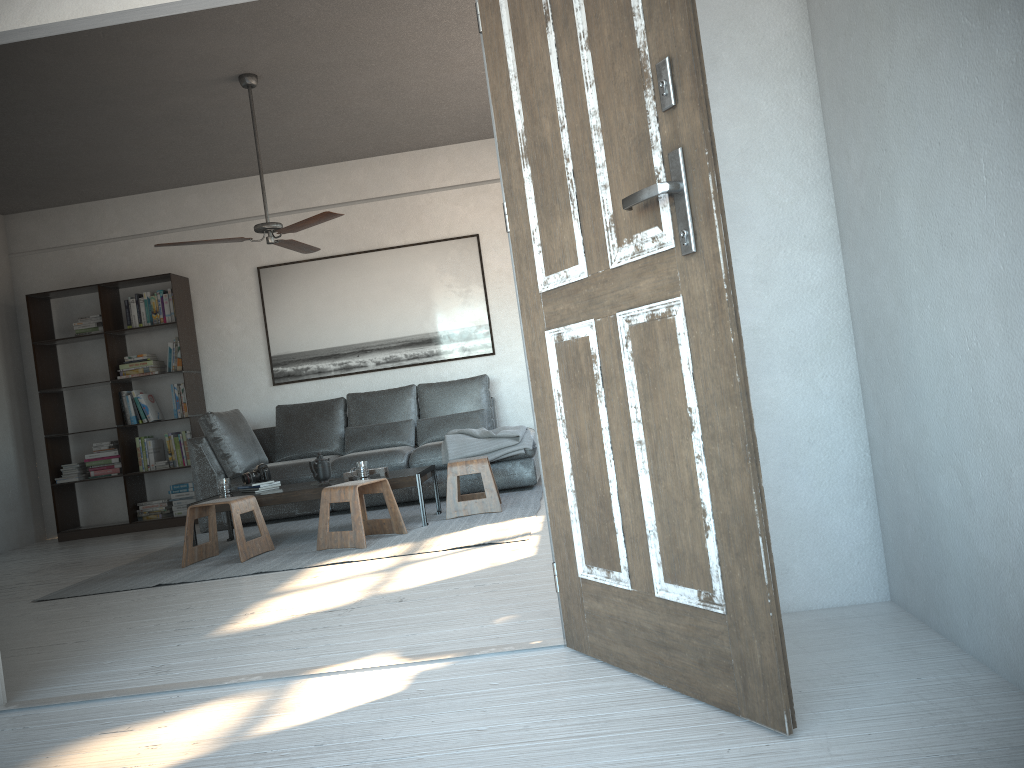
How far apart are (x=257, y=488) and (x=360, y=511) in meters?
1.1 m

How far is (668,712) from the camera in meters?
1.9 m

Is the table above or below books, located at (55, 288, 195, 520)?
below

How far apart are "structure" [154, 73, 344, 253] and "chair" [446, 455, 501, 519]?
1.7m

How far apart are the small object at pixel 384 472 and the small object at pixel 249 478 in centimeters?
57cm

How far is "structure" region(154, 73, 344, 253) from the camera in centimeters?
516cm

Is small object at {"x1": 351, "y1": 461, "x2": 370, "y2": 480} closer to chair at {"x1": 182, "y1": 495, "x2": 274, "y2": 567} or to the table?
the table

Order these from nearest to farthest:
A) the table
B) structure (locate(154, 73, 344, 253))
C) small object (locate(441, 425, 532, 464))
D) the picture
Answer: structure (locate(154, 73, 344, 253)) < the table < small object (locate(441, 425, 532, 464)) < the picture

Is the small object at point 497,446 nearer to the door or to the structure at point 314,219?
the structure at point 314,219

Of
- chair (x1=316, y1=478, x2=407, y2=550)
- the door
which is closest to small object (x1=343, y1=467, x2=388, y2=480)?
chair (x1=316, y1=478, x2=407, y2=550)
